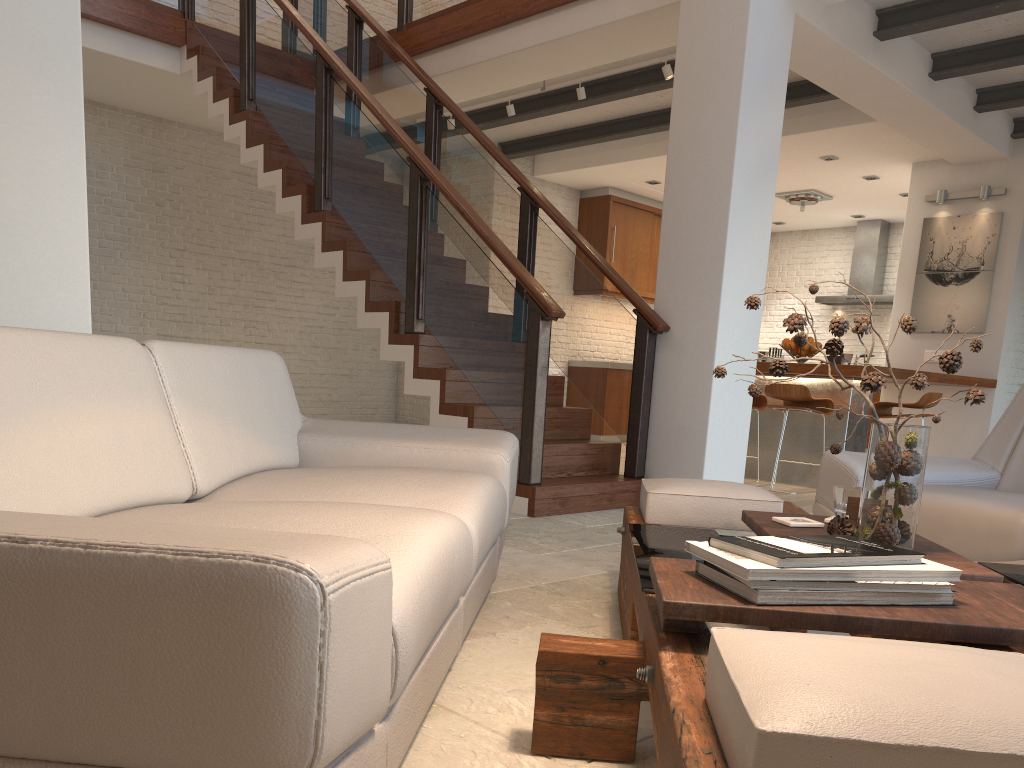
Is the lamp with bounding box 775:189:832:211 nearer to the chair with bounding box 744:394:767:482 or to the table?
the chair with bounding box 744:394:767:482

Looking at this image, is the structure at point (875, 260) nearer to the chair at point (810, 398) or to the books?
the chair at point (810, 398)

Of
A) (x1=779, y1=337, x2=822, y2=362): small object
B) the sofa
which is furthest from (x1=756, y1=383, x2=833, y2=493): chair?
the sofa

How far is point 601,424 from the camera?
10.1 meters

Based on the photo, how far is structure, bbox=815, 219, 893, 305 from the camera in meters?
11.0

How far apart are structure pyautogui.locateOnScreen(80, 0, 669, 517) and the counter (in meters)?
1.74

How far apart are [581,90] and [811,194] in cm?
403

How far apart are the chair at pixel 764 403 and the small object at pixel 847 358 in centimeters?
65cm

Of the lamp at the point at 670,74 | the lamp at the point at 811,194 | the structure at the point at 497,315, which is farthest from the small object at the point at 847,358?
the lamp at the point at 811,194

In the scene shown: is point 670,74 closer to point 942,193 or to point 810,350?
point 810,350
